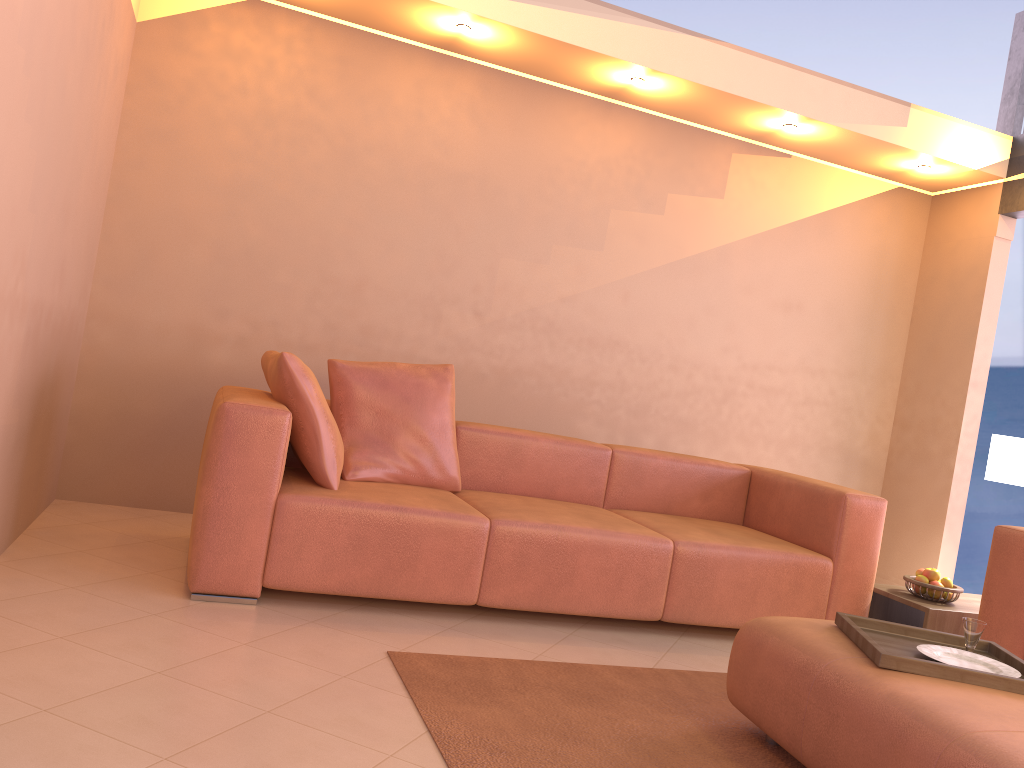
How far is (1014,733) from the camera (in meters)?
1.79

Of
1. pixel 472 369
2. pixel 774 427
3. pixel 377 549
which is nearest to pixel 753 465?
pixel 774 427

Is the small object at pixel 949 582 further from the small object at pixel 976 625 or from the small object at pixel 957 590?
the small object at pixel 976 625

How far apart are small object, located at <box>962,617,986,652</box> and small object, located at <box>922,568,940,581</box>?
1.4m

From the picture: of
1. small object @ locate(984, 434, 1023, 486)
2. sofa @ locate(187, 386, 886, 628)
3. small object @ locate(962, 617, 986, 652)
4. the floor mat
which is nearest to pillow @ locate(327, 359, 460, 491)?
sofa @ locate(187, 386, 886, 628)

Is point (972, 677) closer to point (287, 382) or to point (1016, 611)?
point (1016, 611)

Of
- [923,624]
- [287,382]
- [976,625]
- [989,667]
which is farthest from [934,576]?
[287,382]

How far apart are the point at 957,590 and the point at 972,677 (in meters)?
1.75

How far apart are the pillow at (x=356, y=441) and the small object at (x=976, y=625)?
1.96m

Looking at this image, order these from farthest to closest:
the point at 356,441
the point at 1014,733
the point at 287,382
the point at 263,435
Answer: the point at 356,441 < the point at 287,382 < the point at 263,435 < the point at 1014,733
